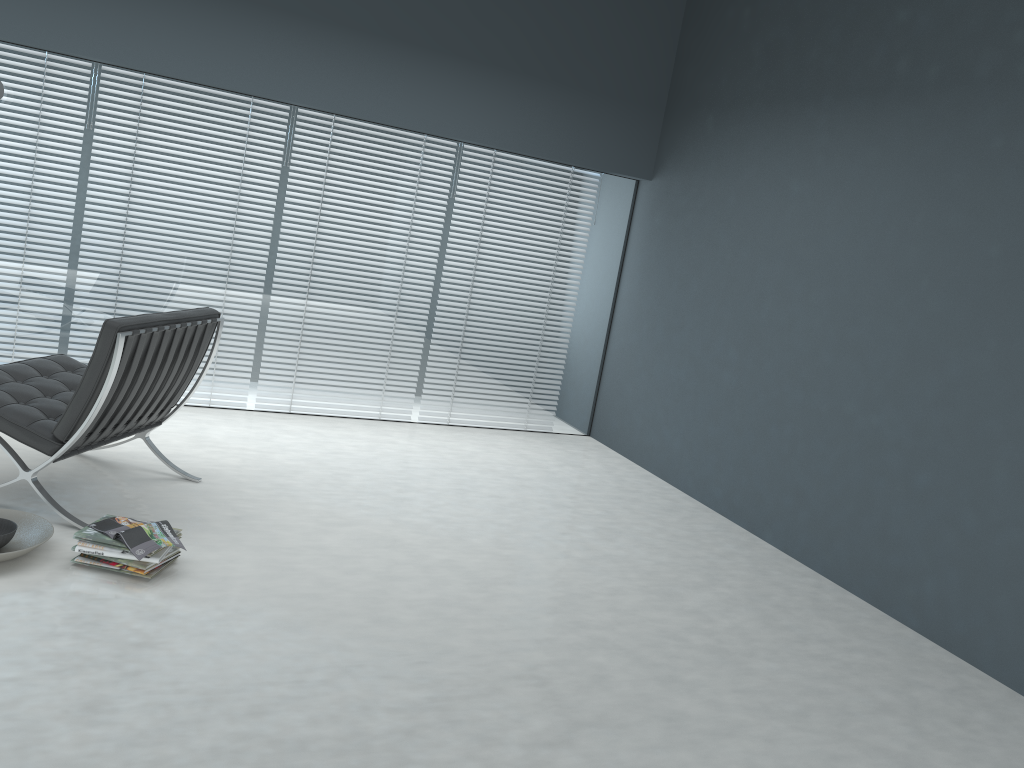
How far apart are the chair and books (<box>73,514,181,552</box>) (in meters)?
0.27

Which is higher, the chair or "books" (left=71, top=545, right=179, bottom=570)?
the chair

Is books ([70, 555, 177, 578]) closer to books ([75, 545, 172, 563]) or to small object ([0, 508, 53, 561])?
books ([75, 545, 172, 563])

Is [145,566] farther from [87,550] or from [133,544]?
[87,550]

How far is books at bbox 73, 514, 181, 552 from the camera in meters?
2.8 m

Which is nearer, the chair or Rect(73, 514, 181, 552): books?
Rect(73, 514, 181, 552): books

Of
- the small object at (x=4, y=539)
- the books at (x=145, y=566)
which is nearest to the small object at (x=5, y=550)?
the small object at (x=4, y=539)

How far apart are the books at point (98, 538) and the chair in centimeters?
27cm

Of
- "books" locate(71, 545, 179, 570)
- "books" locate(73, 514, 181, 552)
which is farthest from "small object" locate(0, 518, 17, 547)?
"books" locate(71, 545, 179, 570)

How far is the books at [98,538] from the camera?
2.79m
